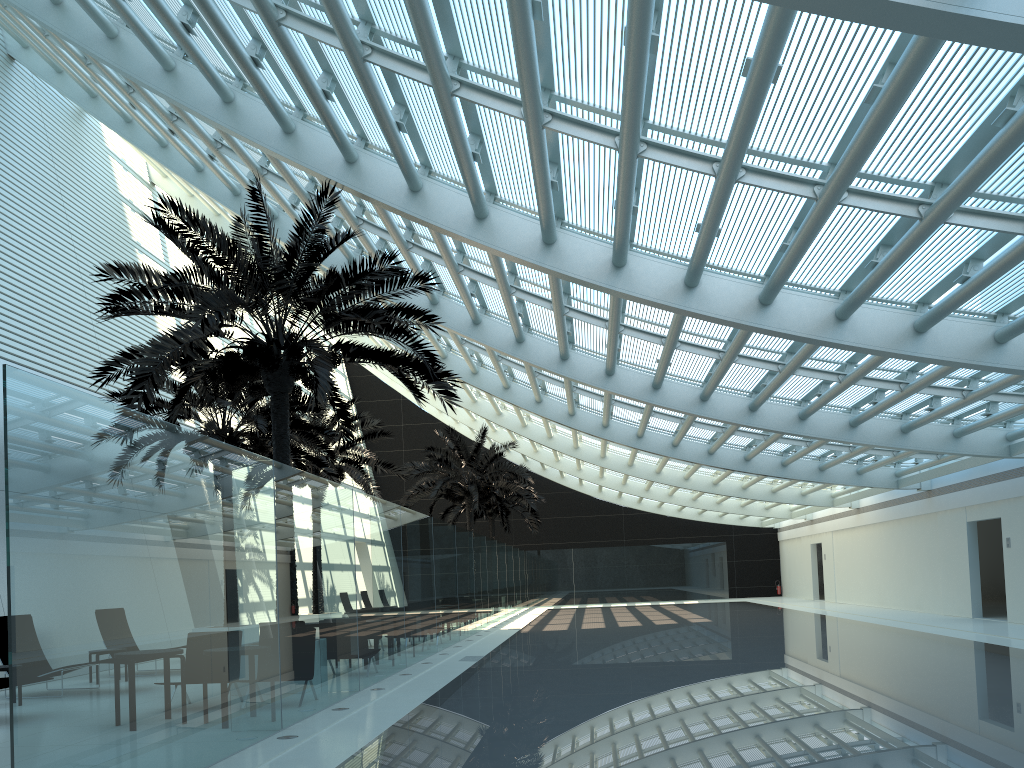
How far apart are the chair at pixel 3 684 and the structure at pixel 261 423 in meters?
7.1 m

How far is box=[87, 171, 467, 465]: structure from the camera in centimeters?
1078cm

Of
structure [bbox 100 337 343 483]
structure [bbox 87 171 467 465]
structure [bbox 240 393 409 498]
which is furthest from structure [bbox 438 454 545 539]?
structure [bbox 87 171 467 465]

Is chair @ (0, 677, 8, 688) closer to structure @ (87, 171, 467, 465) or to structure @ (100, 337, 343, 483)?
structure @ (87, 171, 467, 465)

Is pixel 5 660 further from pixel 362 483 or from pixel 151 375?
pixel 362 483

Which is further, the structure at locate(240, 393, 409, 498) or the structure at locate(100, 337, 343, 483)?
the structure at locate(240, 393, 409, 498)

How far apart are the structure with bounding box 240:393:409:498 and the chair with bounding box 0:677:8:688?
11.8m

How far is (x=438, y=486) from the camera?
29.22m

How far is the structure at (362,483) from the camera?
23.07m

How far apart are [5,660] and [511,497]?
27.0 meters
